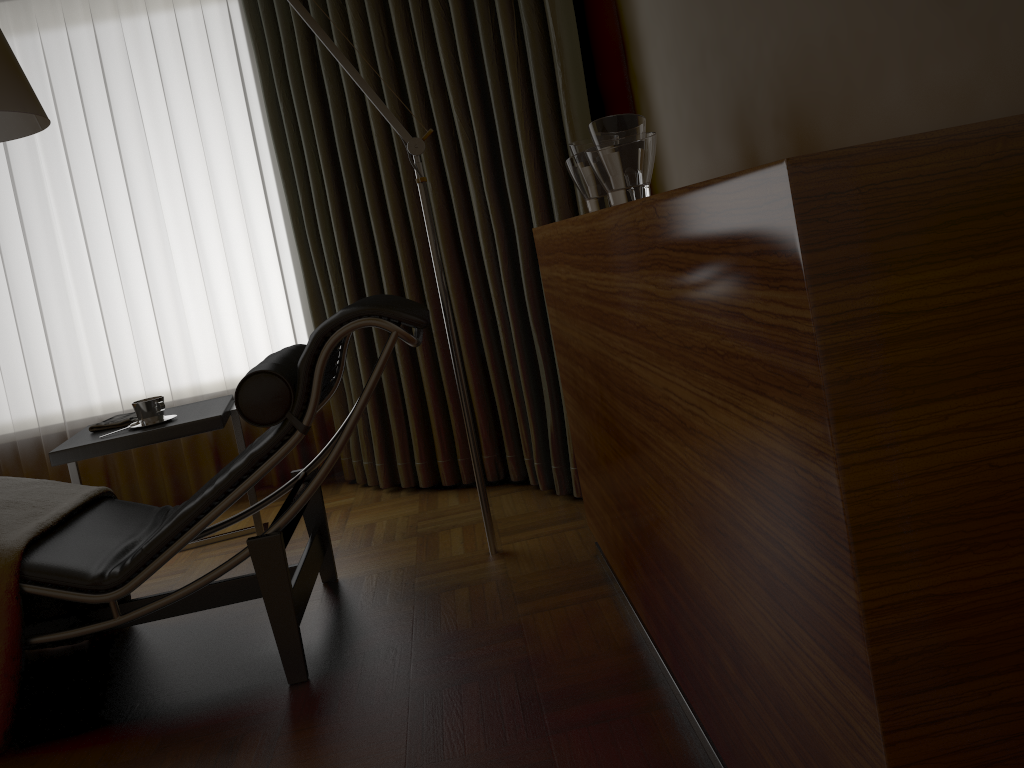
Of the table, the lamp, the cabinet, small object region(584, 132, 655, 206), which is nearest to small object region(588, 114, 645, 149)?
small object region(584, 132, 655, 206)

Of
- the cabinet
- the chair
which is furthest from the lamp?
the cabinet

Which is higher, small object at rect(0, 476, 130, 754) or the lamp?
the lamp

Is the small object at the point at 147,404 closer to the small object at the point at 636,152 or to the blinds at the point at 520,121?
the blinds at the point at 520,121

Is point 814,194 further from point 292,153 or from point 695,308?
point 292,153

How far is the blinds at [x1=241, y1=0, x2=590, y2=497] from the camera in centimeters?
274cm

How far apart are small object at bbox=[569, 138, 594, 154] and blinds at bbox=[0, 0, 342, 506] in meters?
1.9 m

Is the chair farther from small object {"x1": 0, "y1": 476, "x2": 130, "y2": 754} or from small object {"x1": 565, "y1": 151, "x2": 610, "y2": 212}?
small object {"x1": 565, "y1": 151, "x2": 610, "y2": 212}

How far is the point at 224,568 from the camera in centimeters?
200cm

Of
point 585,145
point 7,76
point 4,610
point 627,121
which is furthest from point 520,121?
point 4,610
